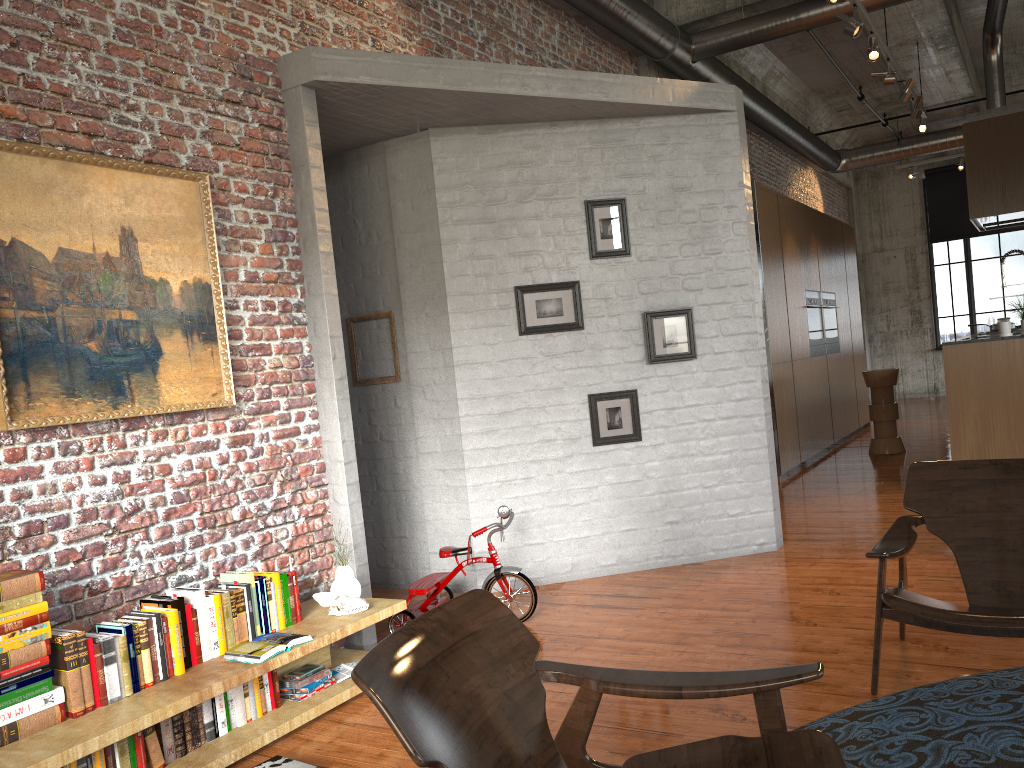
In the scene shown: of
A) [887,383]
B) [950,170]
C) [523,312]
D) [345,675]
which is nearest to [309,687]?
[345,675]

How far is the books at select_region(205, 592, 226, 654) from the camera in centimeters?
363cm

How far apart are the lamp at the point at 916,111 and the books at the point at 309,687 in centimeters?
864cm

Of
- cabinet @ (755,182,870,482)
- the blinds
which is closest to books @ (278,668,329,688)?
cabinet @ (755,182,870,482)

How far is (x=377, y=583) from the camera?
6.1m

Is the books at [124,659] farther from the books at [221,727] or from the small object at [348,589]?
the small object at [348,589]

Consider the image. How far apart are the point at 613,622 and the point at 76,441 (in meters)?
2.77

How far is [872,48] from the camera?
7.3m

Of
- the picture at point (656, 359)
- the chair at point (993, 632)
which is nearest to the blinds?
the picture at point (656, 359)

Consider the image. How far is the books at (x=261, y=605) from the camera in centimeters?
383cm
